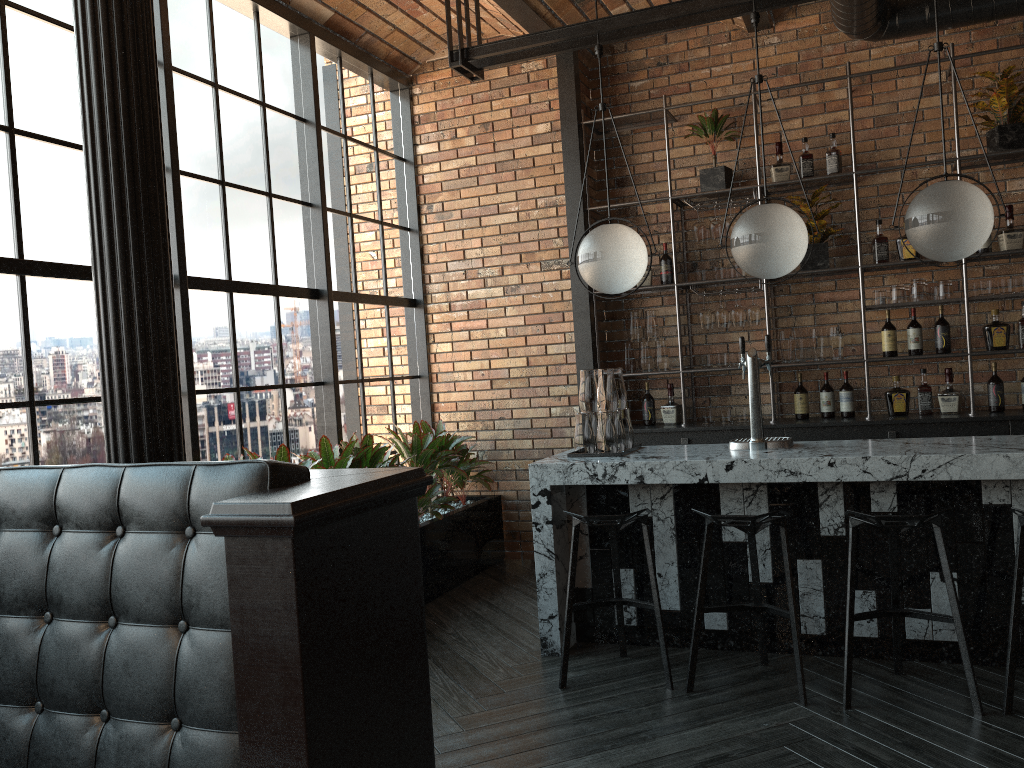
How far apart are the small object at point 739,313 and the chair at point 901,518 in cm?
240

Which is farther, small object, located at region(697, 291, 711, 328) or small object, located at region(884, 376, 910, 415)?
small object, located at region(697, 291, 711, 328)

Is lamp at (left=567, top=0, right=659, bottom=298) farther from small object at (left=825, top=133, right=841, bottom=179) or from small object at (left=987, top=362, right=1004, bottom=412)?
small object at (left=987, top=362, right=1004, bottom=412)

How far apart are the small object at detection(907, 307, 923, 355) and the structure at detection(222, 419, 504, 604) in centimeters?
278cm

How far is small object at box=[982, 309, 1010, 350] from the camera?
5.2 meters

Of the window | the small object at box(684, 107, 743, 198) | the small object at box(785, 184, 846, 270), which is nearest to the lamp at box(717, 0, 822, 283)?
the small object at box(785, 184, 846, 270)

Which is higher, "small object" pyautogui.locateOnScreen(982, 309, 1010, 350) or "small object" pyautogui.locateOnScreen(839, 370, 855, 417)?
"small object" pyautogui.locateOnScreen(982, 309, 1010, 350)

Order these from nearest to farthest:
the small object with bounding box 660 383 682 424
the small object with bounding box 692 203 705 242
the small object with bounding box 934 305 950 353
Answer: the small object with bounding box 934 305 950 353 < the small object with bounding box 692 203 705 242 < the small object with bounding box 660 383 682 424

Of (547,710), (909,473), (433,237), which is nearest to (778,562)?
(909,473)

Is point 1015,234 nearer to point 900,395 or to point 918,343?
point 918,343
